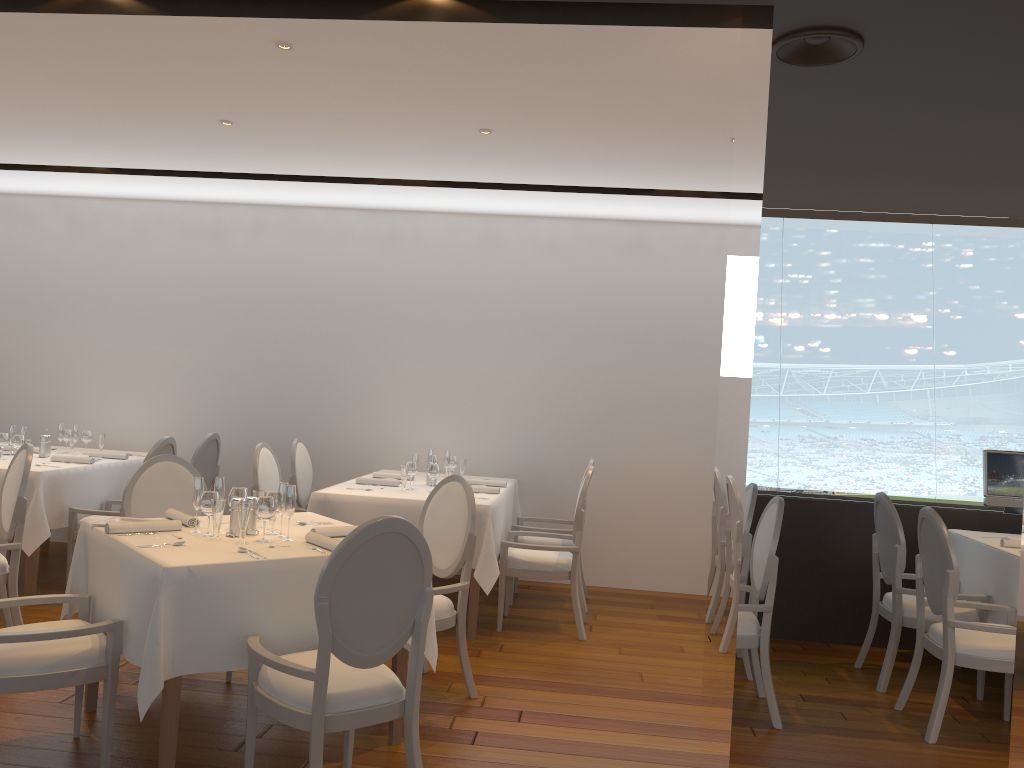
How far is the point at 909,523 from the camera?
2.5m

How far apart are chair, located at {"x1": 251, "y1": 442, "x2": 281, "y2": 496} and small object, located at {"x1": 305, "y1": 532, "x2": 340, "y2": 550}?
2.2 meters

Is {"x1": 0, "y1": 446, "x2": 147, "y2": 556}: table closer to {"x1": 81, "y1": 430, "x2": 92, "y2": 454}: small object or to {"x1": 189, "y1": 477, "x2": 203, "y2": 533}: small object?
{"x1": 81, "y1": 430, "x2": 92, "y2": 454}: small object

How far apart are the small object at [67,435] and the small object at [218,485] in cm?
377

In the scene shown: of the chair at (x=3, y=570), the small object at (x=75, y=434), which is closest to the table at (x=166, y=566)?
the chair at (x=3, y=570)

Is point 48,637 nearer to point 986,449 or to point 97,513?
point 97,513

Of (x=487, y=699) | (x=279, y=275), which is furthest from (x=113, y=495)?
(x=487, y=699)

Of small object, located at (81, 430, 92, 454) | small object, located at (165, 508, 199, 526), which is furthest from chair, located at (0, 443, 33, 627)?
small object, located at (81, 430, 92, 454)

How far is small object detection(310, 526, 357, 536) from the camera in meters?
3.9 m

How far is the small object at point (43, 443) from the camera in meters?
6.5 m
